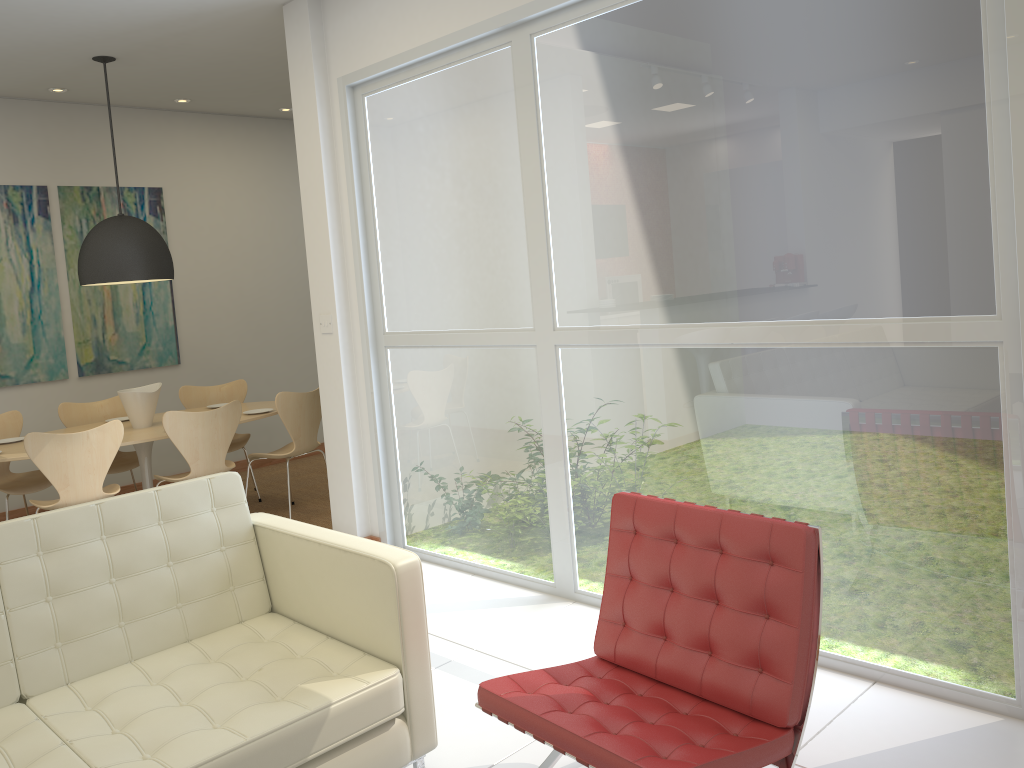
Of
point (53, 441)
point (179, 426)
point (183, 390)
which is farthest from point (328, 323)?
point (183, 390)

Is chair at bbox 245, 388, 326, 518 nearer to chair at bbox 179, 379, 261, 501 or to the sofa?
chair at bbox 179, 379, 261, 501

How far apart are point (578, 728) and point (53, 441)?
3.8 meters

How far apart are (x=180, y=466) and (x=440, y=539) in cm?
369

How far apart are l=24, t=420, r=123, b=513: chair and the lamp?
1.07m

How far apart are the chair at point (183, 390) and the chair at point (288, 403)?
0.5m

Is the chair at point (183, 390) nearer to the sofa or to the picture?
the picture

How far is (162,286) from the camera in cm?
743

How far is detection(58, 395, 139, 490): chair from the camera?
6.32m

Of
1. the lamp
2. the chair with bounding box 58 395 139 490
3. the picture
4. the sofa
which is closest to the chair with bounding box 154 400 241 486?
the chair with bounding box 58 395 139 490
